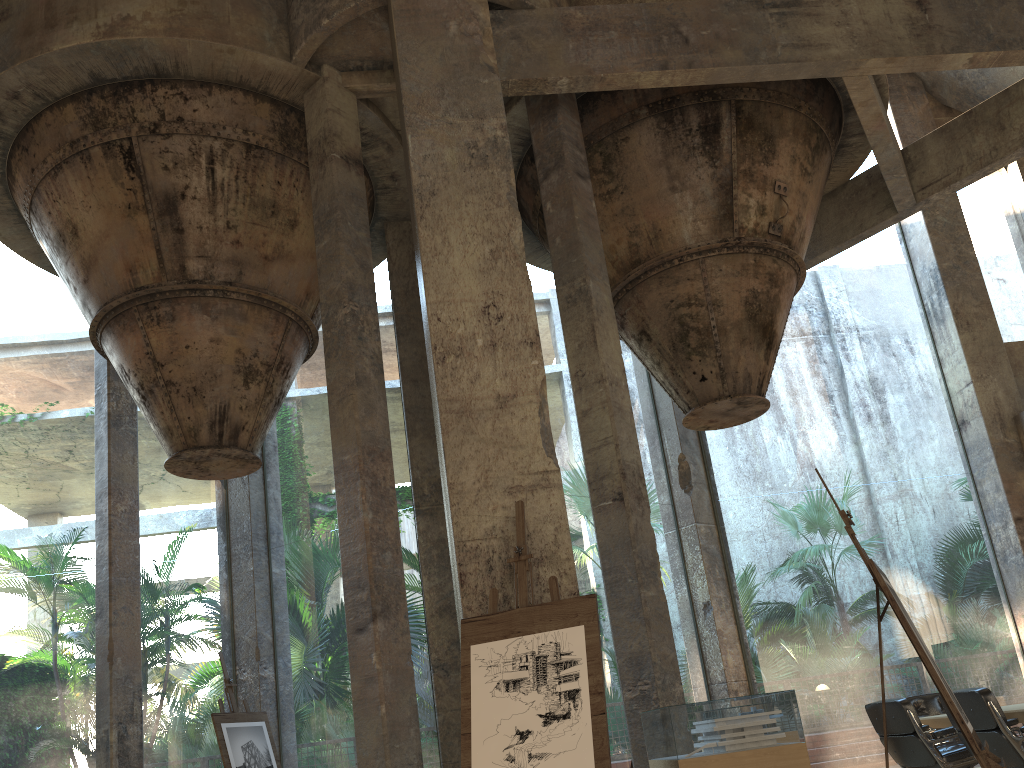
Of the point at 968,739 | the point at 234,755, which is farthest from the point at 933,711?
the point at 234,755

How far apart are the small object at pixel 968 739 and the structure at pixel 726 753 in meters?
0.9

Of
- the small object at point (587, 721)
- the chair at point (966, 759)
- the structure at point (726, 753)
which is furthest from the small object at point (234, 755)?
the chair at point (966, 759)

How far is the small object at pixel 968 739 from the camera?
3.7m

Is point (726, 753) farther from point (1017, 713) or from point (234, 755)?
point (234, 755)

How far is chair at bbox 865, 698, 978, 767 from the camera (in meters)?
6.30

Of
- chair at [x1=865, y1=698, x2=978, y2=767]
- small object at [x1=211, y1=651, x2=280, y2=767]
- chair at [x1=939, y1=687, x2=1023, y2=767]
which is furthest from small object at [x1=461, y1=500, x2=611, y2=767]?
small object at [x1=211, y1=651, x2=280, y2=767]

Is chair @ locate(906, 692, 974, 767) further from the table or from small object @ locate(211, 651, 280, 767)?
small object @ locate(211, 651, 280, 767)

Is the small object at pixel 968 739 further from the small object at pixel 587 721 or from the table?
the table

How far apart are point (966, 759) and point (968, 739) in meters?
3.1
